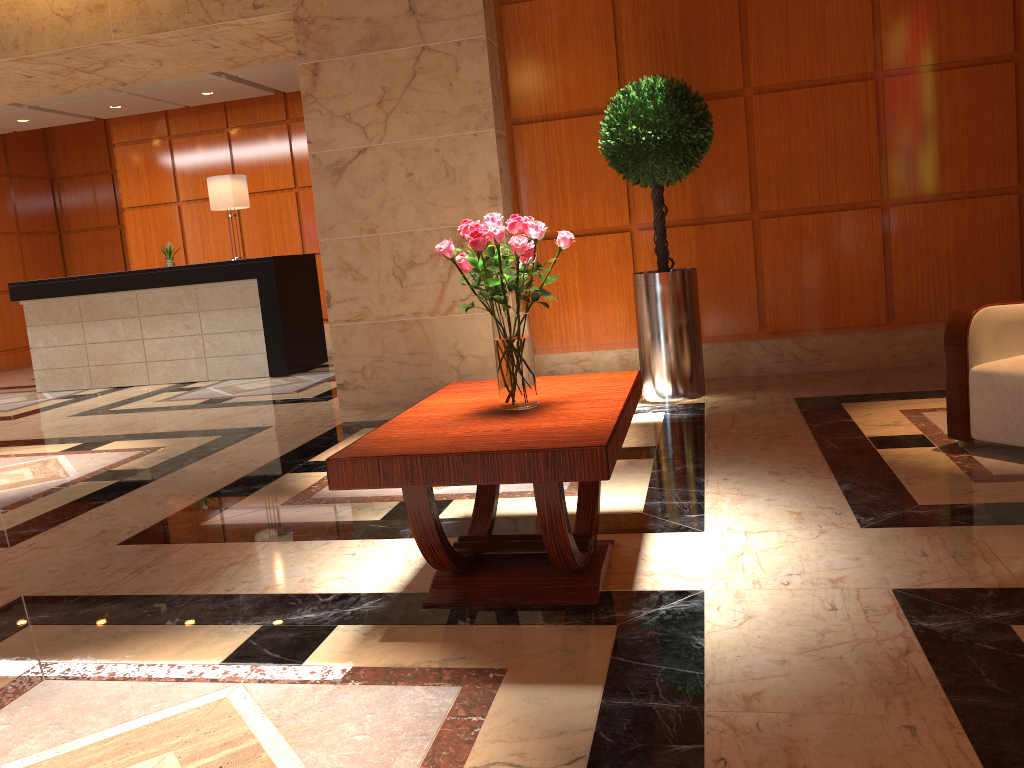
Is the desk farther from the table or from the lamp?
the table

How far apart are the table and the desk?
5.4 meters

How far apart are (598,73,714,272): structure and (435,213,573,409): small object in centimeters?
256cm

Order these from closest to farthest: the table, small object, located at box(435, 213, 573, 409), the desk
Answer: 1. the table
2. small object, located at box(435, 213, 573, 409)
3. the desk

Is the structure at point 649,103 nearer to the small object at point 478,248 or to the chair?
the chair

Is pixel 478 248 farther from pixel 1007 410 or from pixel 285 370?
pixel 285 370

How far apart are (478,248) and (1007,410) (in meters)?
2.32

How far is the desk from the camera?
8.4 meters

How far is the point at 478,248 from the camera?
2.5 meters

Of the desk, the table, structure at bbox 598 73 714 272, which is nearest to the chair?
the table
